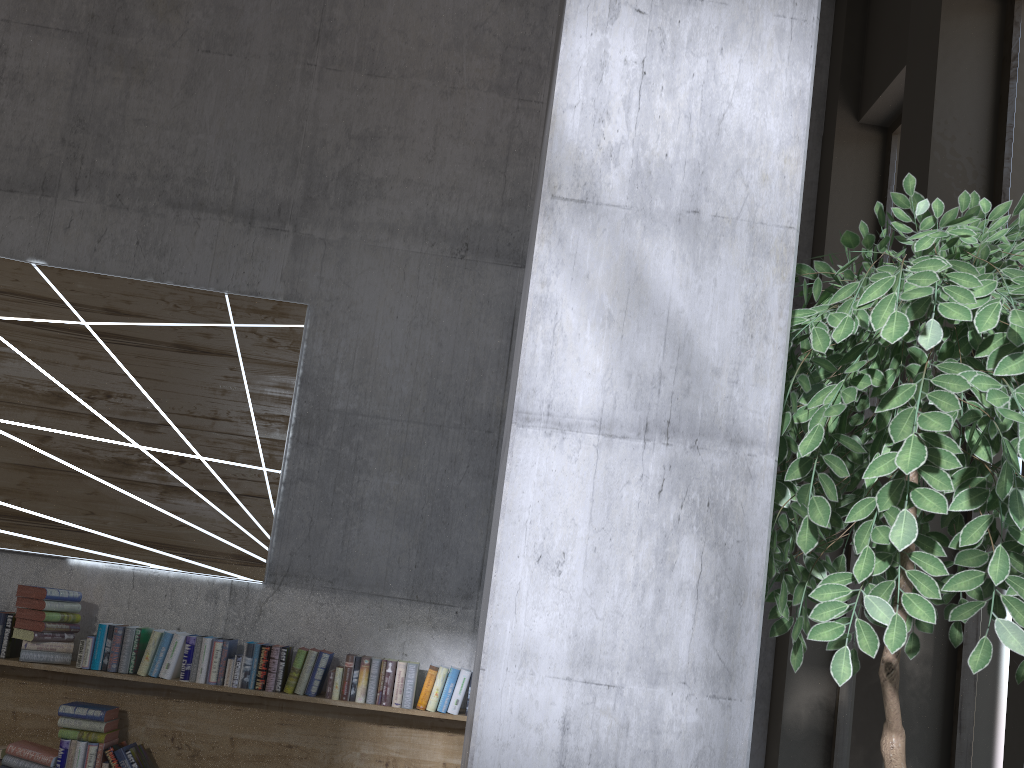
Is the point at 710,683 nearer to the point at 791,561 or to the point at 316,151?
the point at 791,561

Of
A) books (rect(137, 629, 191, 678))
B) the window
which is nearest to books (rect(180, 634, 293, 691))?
books (rect(137, 629, 191, 678))

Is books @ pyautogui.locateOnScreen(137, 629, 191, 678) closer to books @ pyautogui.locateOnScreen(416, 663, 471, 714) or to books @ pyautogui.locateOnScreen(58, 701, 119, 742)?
books @ pyautogui.locateOnScreen(58, 701, 119, 742)

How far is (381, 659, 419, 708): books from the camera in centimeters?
413cm

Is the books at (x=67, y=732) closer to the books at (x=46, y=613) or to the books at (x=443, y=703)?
the books at (x=46, y=613)

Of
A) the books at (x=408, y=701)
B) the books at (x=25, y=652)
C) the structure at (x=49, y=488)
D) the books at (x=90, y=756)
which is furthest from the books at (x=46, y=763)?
the books at (x=408, y=701)

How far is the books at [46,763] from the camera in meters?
4.0

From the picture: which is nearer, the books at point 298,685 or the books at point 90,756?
the books at point 90,756

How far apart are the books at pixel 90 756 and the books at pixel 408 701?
1.2m

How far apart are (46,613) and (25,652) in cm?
20
